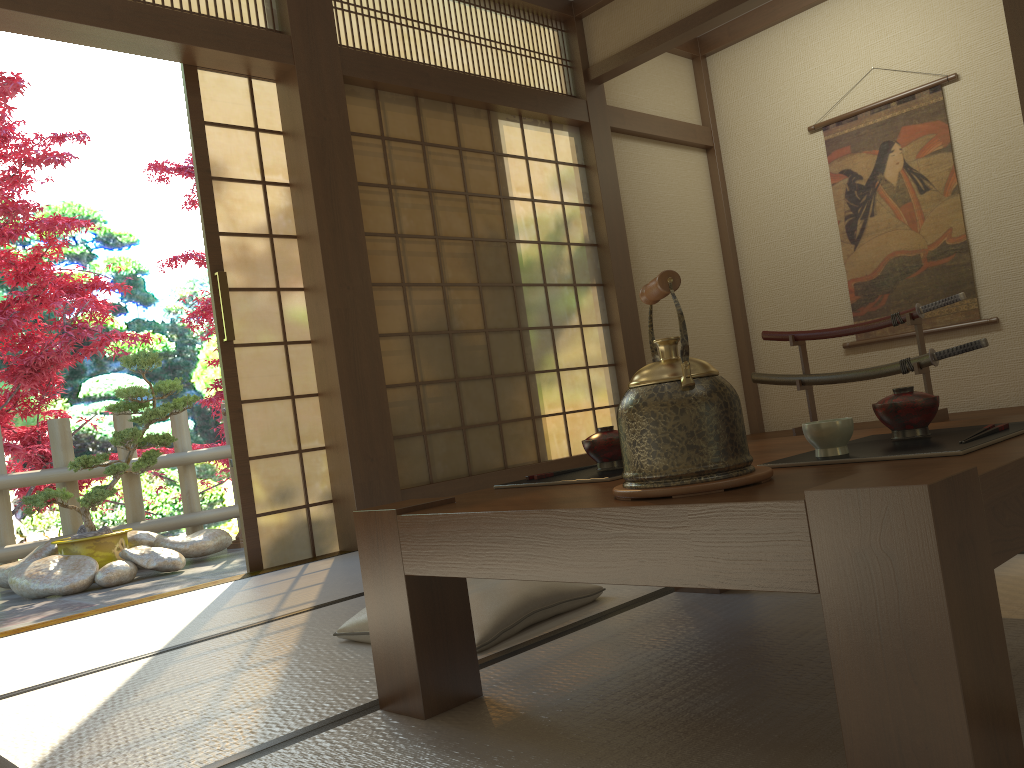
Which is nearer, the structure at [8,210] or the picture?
the picture

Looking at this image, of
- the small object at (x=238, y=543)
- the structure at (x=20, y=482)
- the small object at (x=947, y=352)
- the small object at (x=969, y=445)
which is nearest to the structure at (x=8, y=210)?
the structure at (x=20, y=482)

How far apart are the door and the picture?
3.6m

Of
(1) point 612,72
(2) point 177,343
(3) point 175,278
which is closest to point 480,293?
(1) point 612,72

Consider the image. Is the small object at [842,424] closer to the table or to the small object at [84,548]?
the table

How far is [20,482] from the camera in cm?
547

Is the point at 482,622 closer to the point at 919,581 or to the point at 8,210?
the point at 919,581

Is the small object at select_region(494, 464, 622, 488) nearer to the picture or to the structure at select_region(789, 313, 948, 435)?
the structure at select_region(789, 313, 948, 435)

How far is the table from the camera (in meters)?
0.86

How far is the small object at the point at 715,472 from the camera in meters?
1.1
